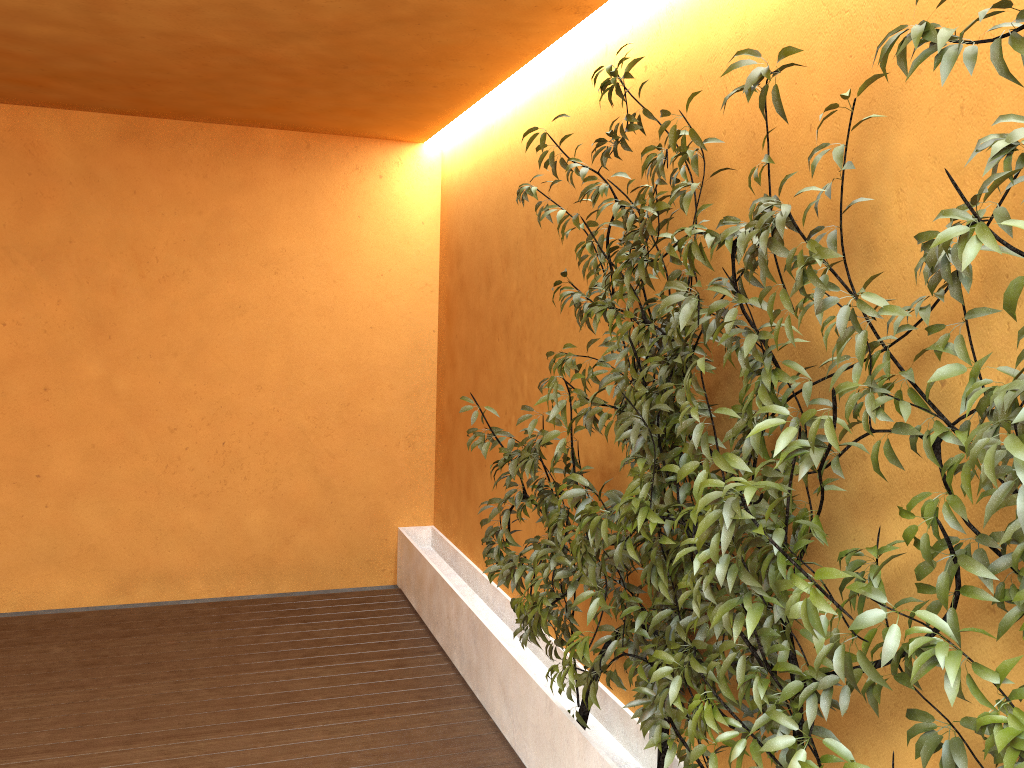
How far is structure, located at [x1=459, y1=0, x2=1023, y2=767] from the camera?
1.53m

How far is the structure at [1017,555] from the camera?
1.5m
